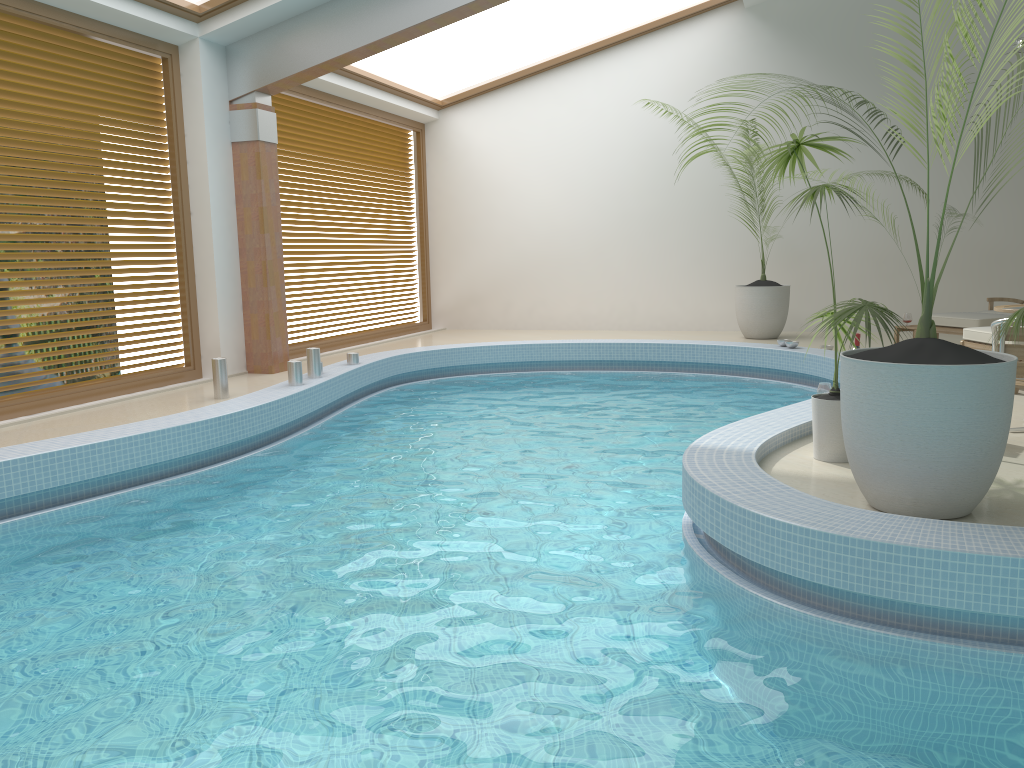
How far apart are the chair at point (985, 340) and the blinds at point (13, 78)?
7.0m

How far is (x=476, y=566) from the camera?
3.9 meters

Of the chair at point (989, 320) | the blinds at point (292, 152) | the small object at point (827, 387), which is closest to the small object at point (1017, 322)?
the small object at point (827, 387)

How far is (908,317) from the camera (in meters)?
9.26

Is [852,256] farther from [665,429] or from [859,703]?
[859,703]

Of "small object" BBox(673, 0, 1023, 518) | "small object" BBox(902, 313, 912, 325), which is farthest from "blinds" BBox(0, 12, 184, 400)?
"small object" BBox(902, 313, 912, 325)

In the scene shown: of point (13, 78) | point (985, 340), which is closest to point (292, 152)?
point (13, 78)

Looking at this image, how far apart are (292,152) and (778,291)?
5.9m

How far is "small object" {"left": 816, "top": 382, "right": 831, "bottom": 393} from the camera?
5.7m

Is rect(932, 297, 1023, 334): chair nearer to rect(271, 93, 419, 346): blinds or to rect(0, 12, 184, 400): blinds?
rect(271, 93, 419, 346): blinds
